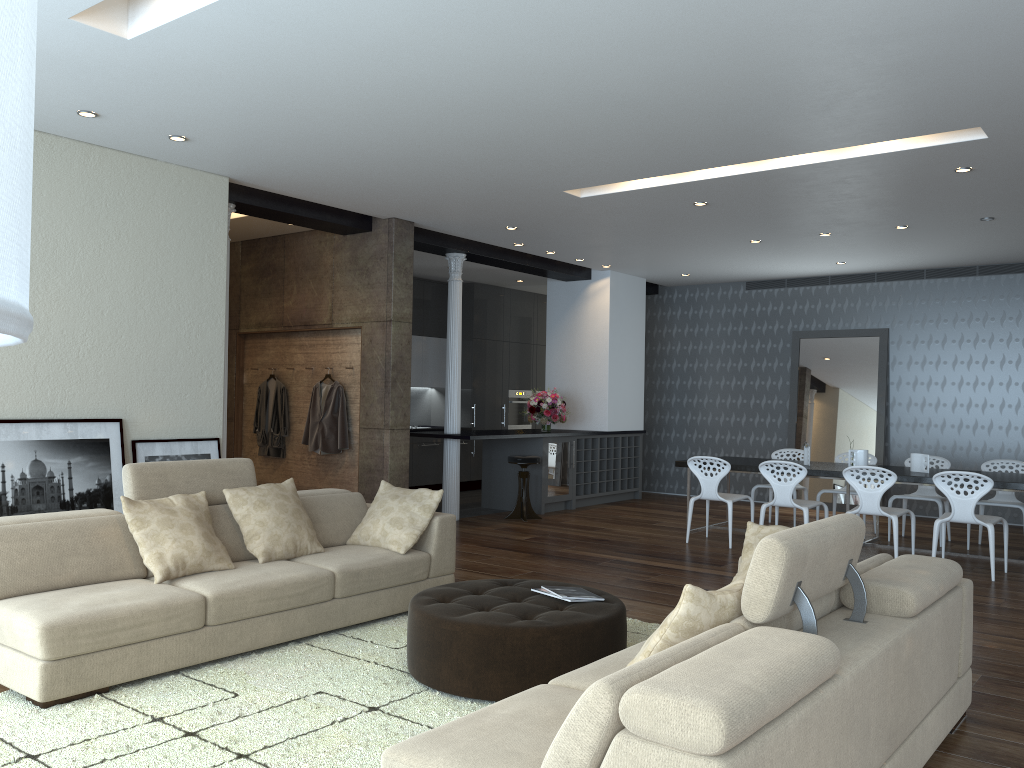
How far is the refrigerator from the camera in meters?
10.4 m

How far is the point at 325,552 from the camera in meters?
5.3 m

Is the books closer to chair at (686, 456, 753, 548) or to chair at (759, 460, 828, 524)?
chair at (759, 460, 828, 524)

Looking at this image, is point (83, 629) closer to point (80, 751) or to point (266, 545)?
point (80, 751)

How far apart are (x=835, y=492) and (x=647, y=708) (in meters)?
7.73

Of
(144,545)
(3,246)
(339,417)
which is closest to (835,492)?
(339,417)

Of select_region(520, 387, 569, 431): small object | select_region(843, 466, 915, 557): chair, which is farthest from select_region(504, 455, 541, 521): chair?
select_region(843, 466, 915, 557): chair

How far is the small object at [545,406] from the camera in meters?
10.7 m

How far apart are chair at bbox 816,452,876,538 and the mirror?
1.7m

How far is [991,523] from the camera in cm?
687
